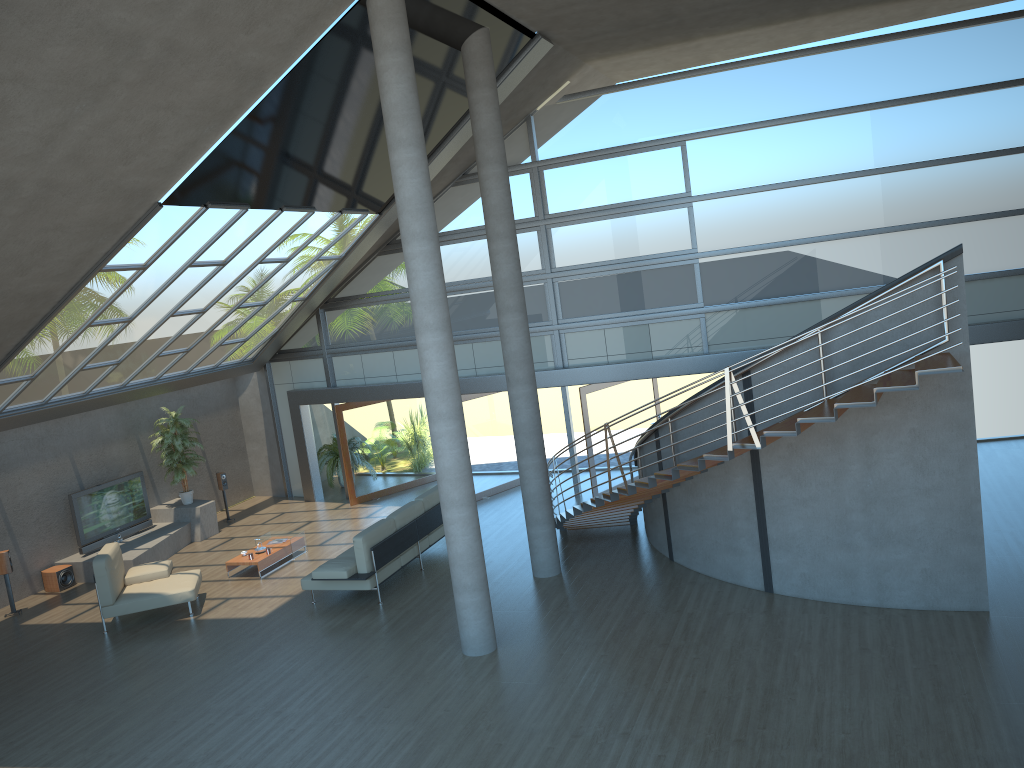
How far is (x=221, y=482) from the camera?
17.0 meters

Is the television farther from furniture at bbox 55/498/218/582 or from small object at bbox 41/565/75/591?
small object at bbox 41/565/75/591

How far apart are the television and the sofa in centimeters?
500cm

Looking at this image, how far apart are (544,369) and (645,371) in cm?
178

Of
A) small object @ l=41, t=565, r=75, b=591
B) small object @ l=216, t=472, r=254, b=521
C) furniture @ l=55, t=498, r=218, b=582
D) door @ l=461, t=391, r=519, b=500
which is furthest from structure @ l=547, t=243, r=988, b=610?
small object @ l=41, t=565, r=75, b=591

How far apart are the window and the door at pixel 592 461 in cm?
47

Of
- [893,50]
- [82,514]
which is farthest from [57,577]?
[893,50]

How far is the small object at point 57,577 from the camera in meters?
13.9

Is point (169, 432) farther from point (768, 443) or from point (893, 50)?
point (893, 50)

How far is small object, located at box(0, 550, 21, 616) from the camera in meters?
12.9 m
